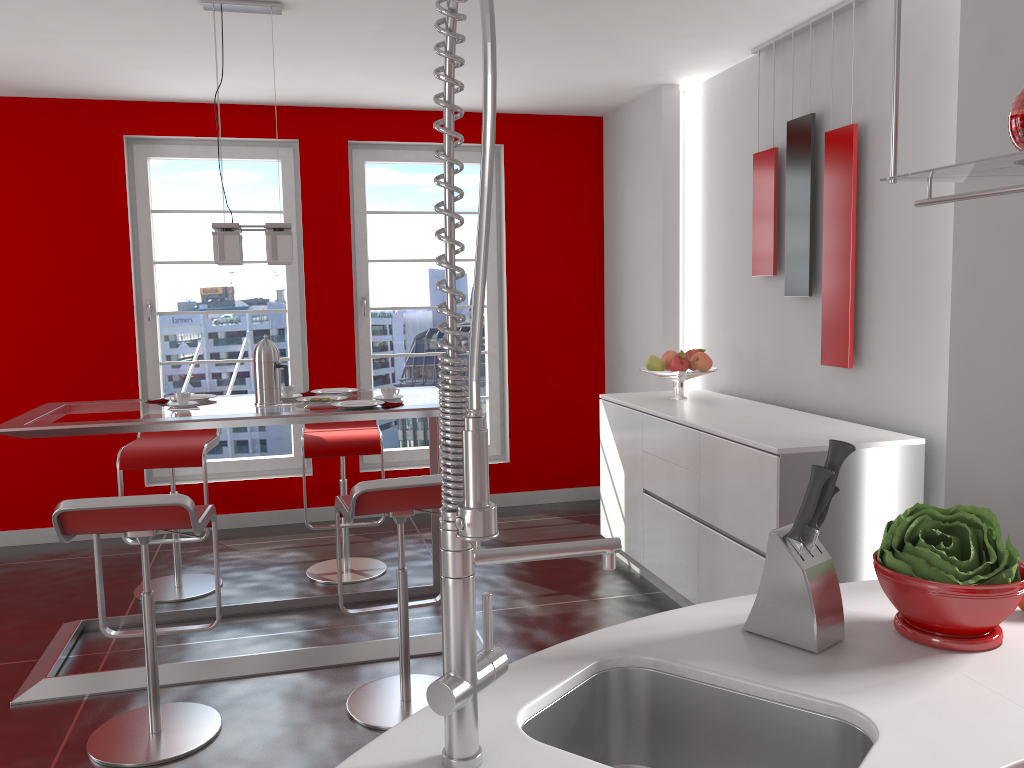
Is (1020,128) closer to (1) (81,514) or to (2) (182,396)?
(1) (81,514)

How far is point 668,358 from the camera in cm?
462

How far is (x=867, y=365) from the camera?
3.7 meters

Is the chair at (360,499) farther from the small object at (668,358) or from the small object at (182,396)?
the small object at (668,358)

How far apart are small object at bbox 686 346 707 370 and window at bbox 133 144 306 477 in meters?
2.5 m

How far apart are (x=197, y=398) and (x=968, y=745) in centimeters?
344cm

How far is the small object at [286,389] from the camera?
3.8m

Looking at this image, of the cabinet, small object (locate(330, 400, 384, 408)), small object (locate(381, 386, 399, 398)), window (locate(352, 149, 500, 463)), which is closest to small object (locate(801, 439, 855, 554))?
the cabinet

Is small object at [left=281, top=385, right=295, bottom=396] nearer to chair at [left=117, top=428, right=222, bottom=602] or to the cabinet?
chair at [left=117, top=428, right=222, bottom=602]

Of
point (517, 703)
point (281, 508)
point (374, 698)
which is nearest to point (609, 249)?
point (281, 508)
